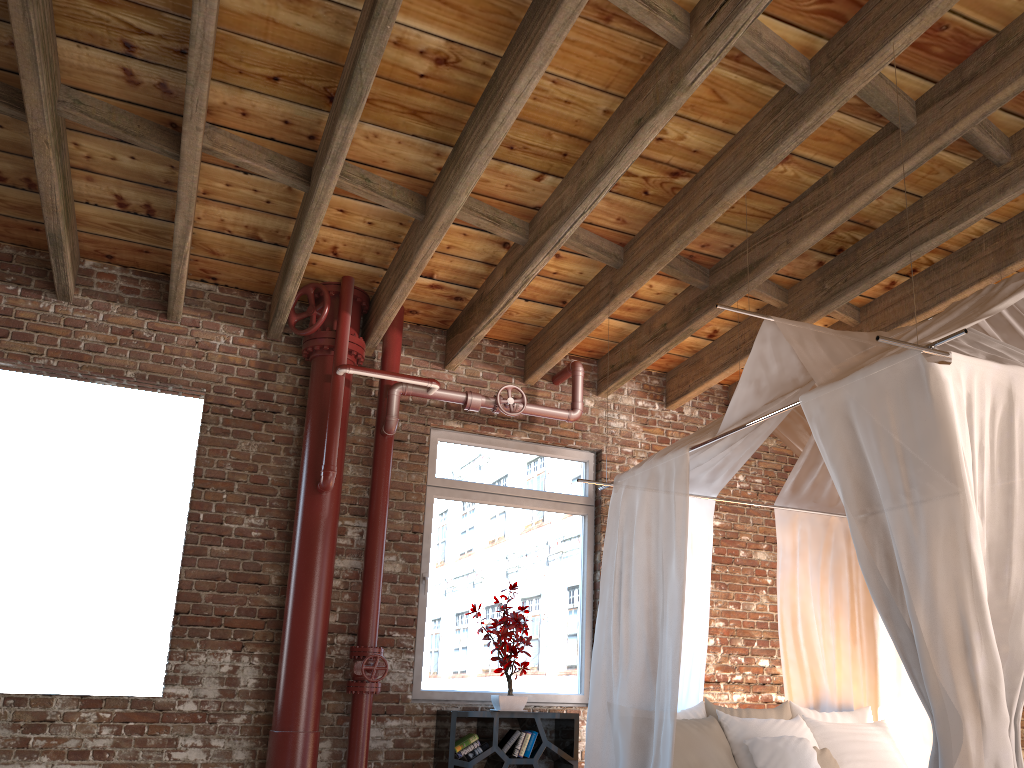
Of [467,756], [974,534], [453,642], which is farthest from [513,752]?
[974,534]

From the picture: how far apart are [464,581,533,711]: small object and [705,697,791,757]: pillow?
1.19m

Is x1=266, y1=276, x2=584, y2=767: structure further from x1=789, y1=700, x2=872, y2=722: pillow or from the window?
x1=789, y1=700, x2=872, y2=722: pillow

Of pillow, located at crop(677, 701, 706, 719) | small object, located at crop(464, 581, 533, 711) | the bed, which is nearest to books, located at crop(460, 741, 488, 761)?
small object, located at crop(464, 581, 533, 711)

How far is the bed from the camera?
2.7m

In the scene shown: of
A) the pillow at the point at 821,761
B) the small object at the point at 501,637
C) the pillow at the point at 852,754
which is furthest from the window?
the pillow at the point at 821,761

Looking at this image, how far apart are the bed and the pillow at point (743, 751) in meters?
0.2

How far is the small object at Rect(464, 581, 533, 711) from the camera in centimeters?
530cm

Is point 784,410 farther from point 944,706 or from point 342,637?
point 342,637

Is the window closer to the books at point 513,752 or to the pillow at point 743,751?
the books at point 513,752
